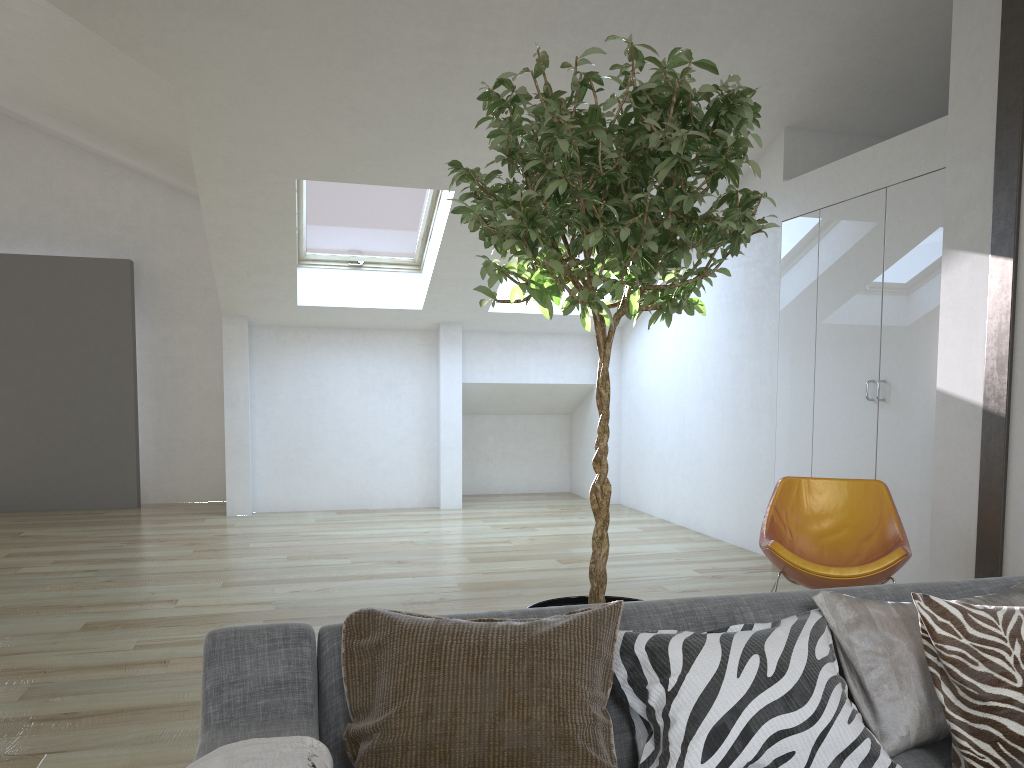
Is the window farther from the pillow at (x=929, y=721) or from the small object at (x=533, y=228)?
the pillow at (x=929, y=721)

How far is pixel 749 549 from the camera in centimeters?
632cm

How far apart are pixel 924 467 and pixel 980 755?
3.1m

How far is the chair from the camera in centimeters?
381cm

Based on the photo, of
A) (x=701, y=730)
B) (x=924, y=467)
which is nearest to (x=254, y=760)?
(x=701, y=730)

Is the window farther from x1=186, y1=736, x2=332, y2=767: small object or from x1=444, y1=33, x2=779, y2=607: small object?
x1=186, y1=736, x2=332, y2=767: small object

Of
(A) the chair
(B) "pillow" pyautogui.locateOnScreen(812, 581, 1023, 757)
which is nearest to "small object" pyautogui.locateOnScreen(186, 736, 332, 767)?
(B) "pillow" pyautogui.locateOnScreen(812, 581, 1023, 757)

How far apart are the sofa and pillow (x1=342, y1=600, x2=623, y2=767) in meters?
0.0

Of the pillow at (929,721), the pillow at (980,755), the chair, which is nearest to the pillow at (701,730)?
the pillow at (929,721)

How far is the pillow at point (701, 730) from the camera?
1.63m
